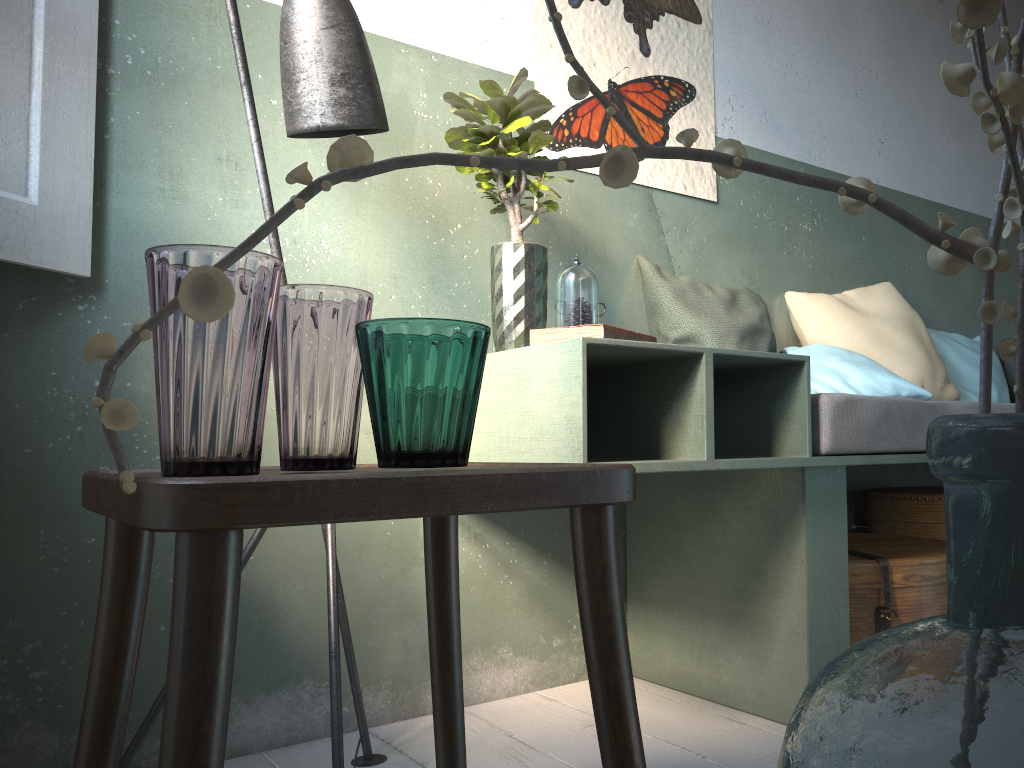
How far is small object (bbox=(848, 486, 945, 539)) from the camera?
3.0 meters

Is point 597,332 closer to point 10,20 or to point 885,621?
point 885,621

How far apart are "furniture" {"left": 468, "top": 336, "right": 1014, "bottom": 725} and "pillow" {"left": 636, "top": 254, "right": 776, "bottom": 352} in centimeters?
40cm

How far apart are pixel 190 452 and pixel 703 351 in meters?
1.2 m

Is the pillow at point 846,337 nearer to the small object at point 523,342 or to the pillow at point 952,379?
the pillow at point 952,379

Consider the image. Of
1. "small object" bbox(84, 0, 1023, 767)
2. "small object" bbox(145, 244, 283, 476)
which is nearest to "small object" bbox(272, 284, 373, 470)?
"small object" bbox(145, 244, 283, 476)

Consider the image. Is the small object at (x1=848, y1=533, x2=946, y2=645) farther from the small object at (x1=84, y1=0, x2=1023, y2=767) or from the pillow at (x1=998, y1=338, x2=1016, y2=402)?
the small object at (x1=84, y1=0, x2=1023, y2=767)

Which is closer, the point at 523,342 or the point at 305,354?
the point at 305,354

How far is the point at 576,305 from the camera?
1.9m

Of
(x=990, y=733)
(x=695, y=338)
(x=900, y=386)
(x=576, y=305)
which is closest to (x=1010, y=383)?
(x=900, y=386)
